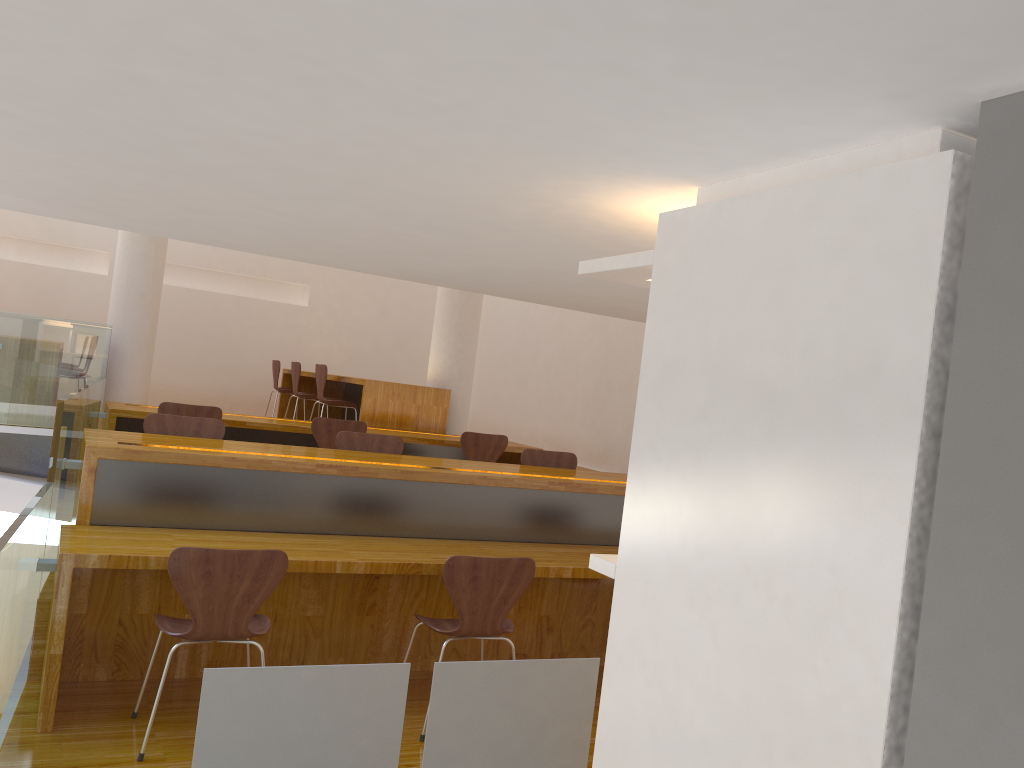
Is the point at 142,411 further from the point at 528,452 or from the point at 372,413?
the point at 528,452

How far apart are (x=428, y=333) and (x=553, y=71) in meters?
10.8 m

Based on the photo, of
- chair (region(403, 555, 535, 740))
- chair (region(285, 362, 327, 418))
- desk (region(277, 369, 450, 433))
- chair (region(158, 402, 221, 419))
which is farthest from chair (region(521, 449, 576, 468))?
chair (region(285, 362, 327, 418))

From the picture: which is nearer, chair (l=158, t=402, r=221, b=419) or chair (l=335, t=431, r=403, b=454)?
chair (l=335, t=431, r=403, b=454)

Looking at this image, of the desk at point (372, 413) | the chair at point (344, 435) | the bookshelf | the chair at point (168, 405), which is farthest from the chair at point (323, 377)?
the bookshelf

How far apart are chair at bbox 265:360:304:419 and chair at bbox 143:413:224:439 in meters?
5.1 m

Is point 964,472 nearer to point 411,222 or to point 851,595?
point 851,595

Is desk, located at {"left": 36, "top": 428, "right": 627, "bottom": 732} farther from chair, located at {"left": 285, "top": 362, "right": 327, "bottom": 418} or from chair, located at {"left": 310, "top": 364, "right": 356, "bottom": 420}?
chair, located at {"left": 285, "top": 362, "right": 327, "bottom": 418}

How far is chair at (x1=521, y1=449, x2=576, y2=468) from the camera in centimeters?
530cm

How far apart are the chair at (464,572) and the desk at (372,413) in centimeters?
380cm
